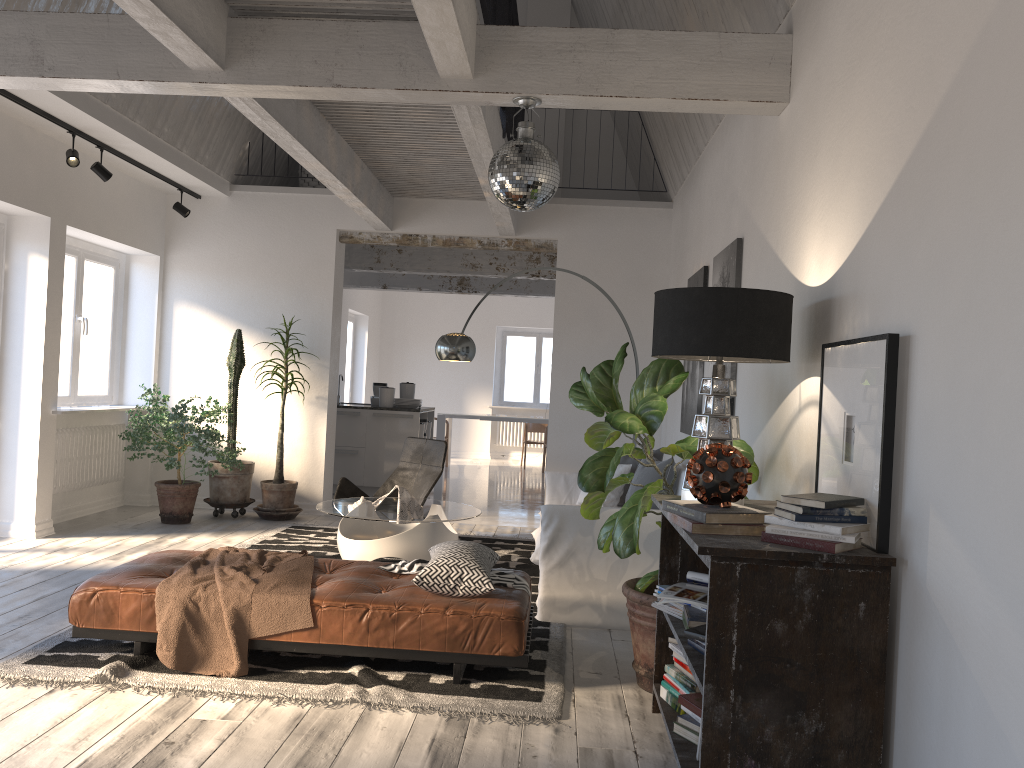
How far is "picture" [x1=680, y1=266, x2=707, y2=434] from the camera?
6.0 meters

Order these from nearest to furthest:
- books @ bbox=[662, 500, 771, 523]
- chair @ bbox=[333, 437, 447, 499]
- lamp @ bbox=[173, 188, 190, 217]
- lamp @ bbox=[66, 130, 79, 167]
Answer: books @ bbox=[662, 500, 771, 523] < lamp @ bbox=[66, 130, 79, 167] < chair @ bbox=[333, 437, 447, 499] < lamp @ bbox=[173, 188, 190, 217]

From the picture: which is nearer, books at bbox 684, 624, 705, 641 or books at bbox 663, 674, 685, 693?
books at bbox 684, 624, 705, 641

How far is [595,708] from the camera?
3.7m

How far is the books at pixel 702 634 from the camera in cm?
282

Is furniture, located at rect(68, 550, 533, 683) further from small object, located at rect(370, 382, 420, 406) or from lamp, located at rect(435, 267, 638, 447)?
small object, located at rect(370, 382, 420, 406)

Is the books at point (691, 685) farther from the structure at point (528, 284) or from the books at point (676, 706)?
the structure at point (528, 284)

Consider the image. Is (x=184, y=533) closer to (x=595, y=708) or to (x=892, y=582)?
(x=595, y=708)

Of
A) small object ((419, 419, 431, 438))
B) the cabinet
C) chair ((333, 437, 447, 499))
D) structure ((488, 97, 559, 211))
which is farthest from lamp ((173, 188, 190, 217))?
structure ((488, 97, 559, 211))

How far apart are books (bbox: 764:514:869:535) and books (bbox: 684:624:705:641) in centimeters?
46cm
